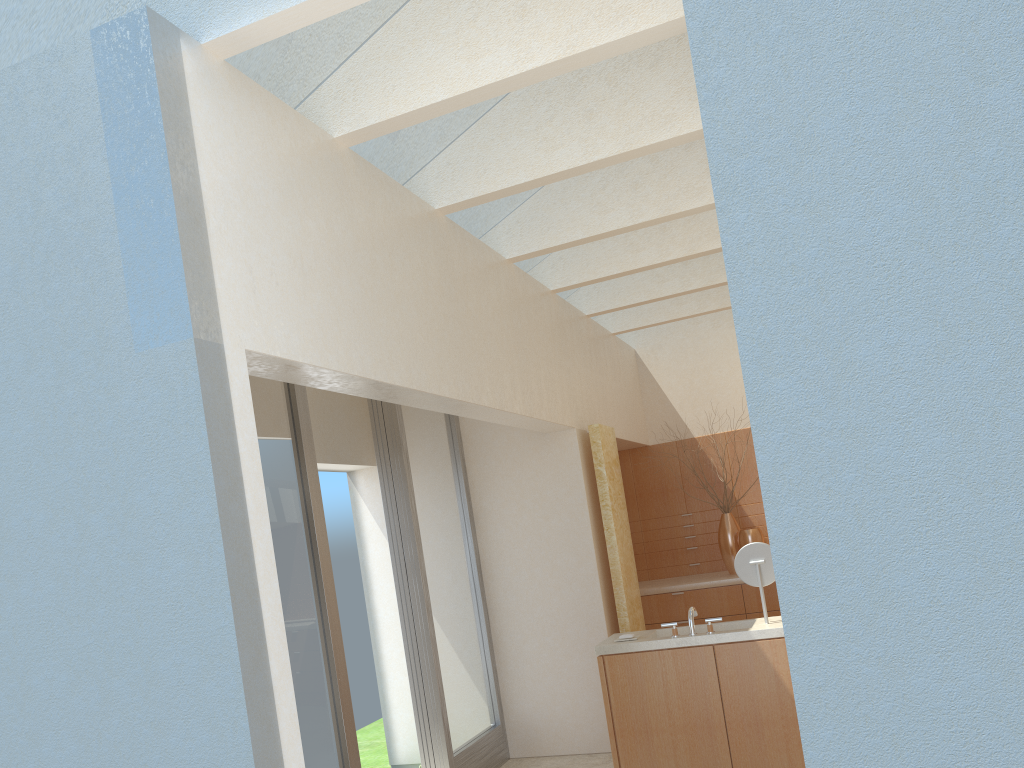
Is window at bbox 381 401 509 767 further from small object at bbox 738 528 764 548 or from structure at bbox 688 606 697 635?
small object at bbox 738 528 764 548

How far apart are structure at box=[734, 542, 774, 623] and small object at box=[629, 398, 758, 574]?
7.3m

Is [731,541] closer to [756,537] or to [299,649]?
[756,537]

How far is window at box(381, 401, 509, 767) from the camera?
13.5m

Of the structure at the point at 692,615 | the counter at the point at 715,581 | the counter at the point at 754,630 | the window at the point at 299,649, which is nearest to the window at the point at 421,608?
the window at the point at 299,649

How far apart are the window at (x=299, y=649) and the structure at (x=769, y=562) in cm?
547

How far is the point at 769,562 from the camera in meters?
12.1

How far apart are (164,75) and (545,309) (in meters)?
9.13

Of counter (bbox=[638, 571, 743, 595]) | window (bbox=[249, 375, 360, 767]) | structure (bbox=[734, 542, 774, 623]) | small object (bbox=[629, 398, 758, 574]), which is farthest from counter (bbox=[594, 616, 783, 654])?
small object (bbox=[629, 398, 758, 574])

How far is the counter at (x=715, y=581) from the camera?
18.4 meters
